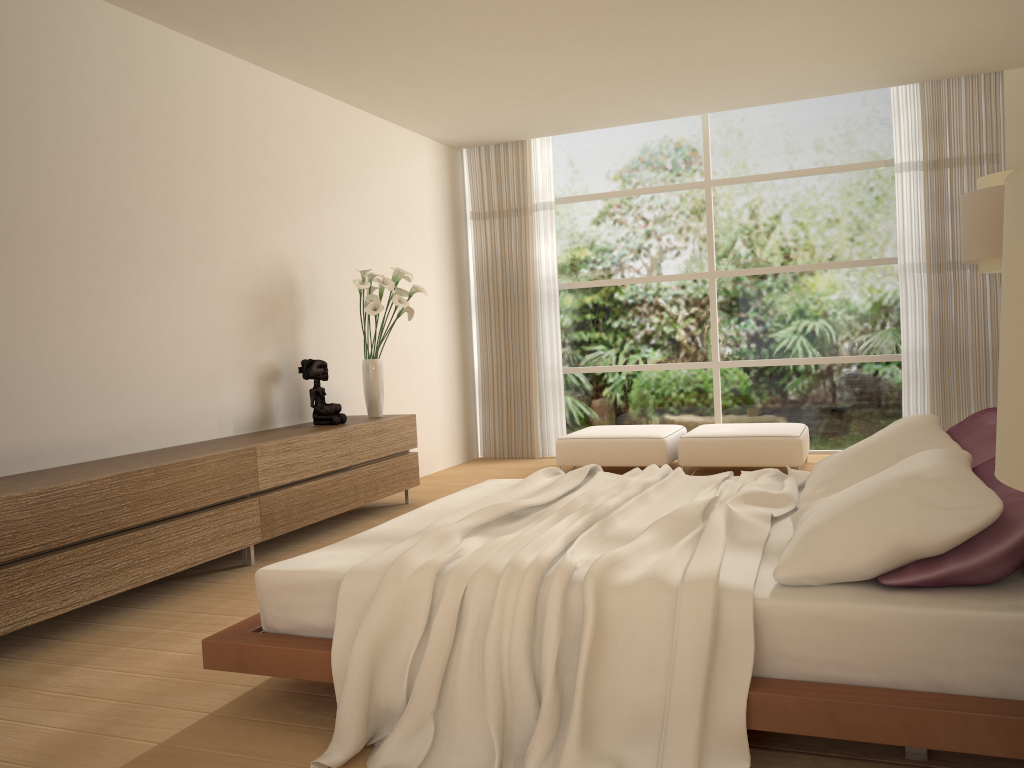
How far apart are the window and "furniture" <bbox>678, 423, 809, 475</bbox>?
0.8m

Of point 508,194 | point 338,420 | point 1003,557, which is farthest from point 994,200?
point 508,194

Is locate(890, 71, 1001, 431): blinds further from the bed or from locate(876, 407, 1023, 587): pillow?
locate(876, 407, 1023, 587): pillow

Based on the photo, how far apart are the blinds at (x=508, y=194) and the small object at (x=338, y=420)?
2.98m

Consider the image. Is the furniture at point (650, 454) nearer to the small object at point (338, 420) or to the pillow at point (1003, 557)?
the small object at point (338, 420)

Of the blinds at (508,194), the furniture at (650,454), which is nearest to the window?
the blinds at (508,194)

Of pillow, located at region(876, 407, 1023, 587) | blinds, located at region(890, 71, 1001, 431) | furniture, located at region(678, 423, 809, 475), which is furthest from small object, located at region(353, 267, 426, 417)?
blinds, located at region(890, 71, 1001, 431)

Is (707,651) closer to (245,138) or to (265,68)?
(245,138)

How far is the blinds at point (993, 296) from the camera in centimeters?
718cm

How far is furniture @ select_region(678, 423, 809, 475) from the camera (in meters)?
6.76
